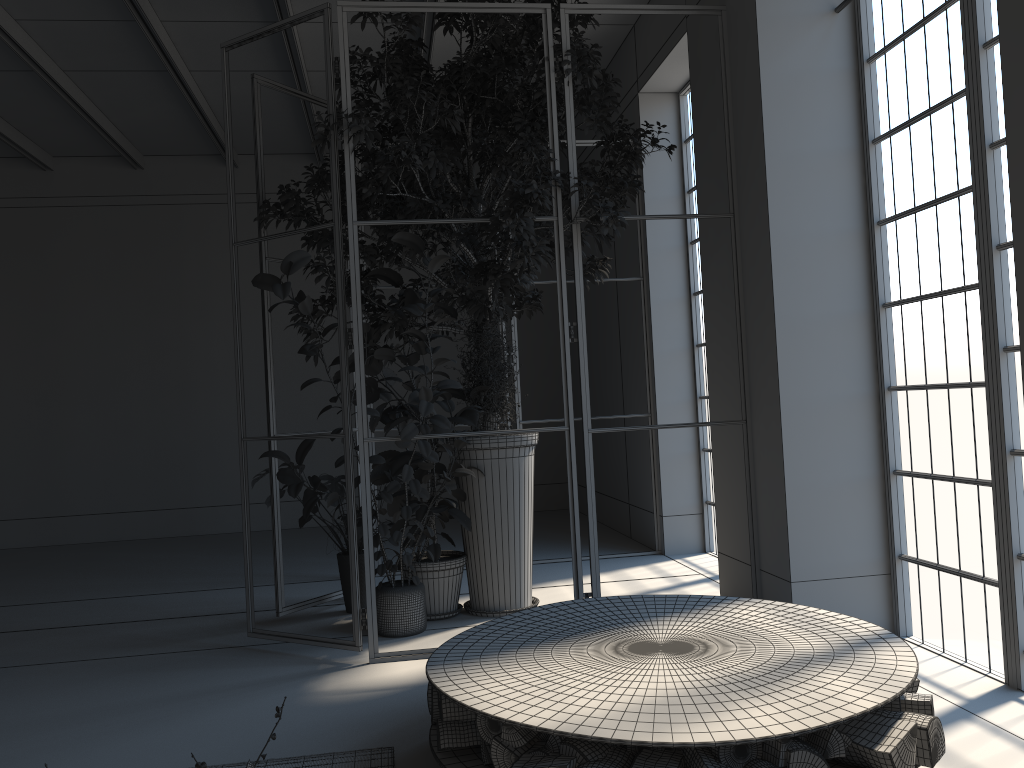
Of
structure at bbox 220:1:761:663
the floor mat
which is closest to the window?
structure at bbox 220:1:761:663

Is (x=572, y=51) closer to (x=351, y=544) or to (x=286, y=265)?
(x=286, y=265)

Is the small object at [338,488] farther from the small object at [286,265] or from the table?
the table

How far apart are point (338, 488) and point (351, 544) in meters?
0.8 m

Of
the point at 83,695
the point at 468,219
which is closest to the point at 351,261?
the point at 468,219

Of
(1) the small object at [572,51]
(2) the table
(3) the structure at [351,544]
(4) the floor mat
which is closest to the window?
(3) the structure at [351,544]

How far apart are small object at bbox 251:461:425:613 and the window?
2.7 meters

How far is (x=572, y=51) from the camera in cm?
473

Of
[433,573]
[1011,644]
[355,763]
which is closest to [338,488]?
[433,573]

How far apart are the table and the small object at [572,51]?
1.5m
